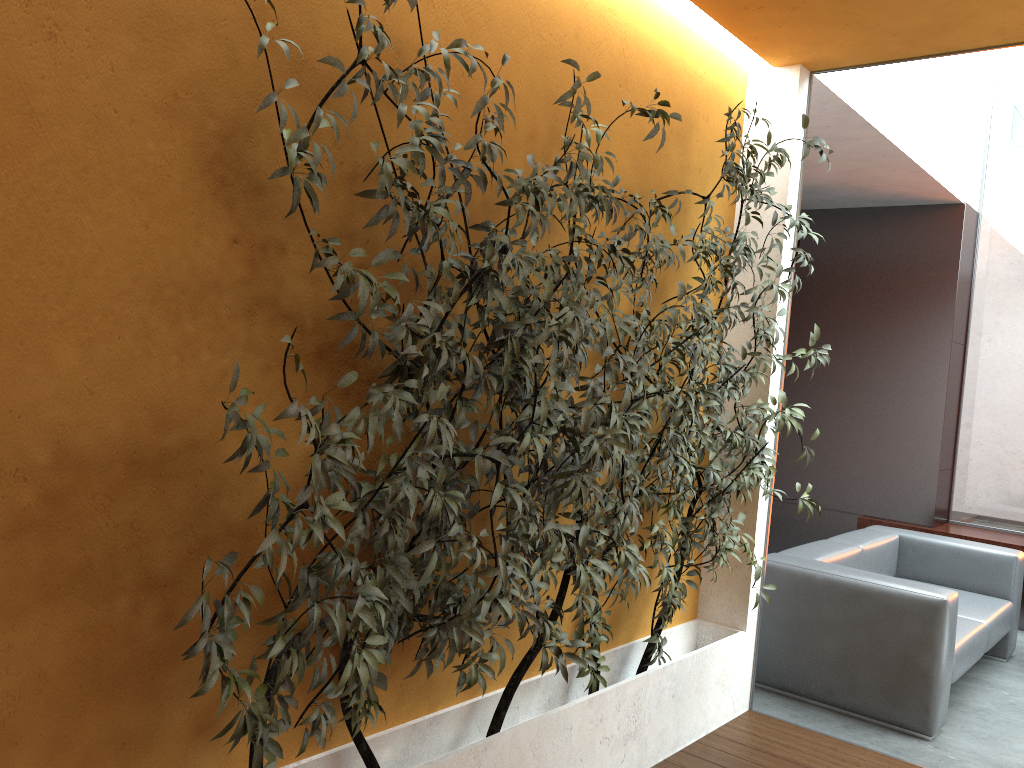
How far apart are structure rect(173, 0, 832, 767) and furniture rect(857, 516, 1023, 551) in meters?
3.3

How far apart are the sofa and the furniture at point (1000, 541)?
0.80m

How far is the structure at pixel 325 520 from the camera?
1.9m

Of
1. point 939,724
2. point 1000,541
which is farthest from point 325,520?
point 1000,541

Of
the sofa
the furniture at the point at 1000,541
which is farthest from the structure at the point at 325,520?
the furniture at the point at 1000,541

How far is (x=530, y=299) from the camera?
3.0m

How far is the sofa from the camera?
4.02m

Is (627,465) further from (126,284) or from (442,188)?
(126,284)

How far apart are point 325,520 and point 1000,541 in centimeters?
581cm

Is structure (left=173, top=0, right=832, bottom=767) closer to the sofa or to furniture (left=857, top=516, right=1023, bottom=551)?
the sofa
